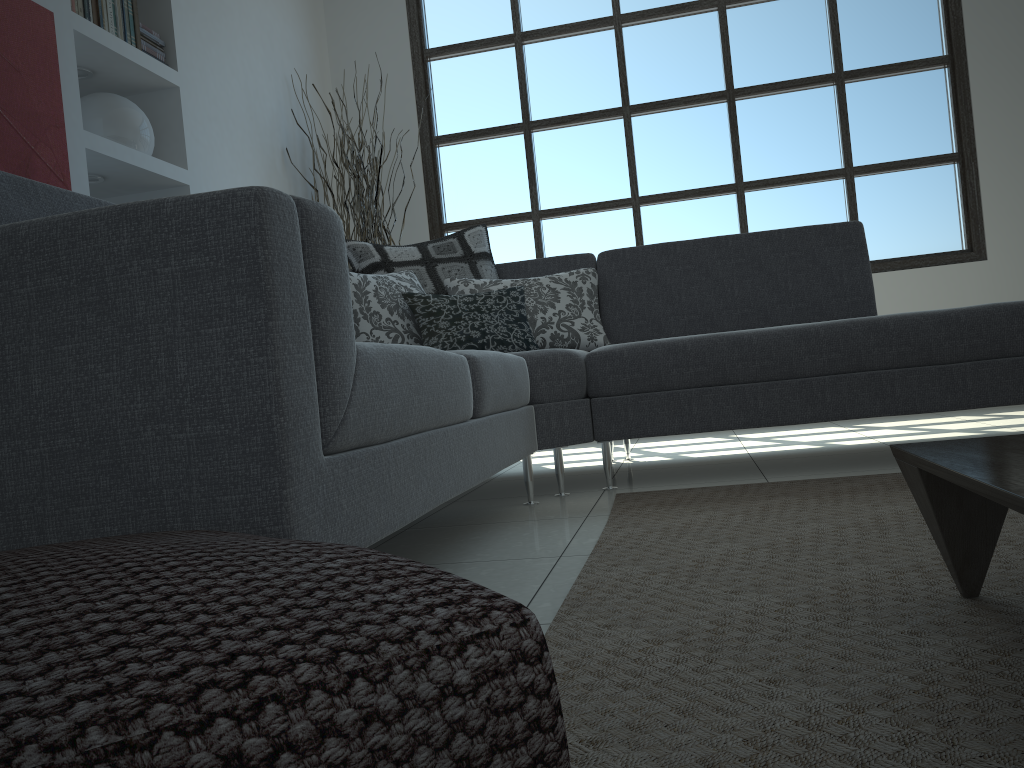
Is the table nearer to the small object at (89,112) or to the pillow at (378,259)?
the pillow at (378,259)

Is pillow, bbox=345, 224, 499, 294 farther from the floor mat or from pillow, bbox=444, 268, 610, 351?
the floor mat

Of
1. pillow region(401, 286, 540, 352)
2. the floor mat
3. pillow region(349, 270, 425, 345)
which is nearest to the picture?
pillow region(349, 270, 425, 345)

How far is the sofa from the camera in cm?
106

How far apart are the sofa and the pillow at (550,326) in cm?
8

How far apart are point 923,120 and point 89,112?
4.2 meters

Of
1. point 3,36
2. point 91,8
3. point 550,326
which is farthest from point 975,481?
point 91,8

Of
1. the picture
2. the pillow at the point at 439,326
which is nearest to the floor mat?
the pillow at the point at 439,326

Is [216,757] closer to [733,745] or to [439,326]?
[733,745]

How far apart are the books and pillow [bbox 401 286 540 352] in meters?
1.5
